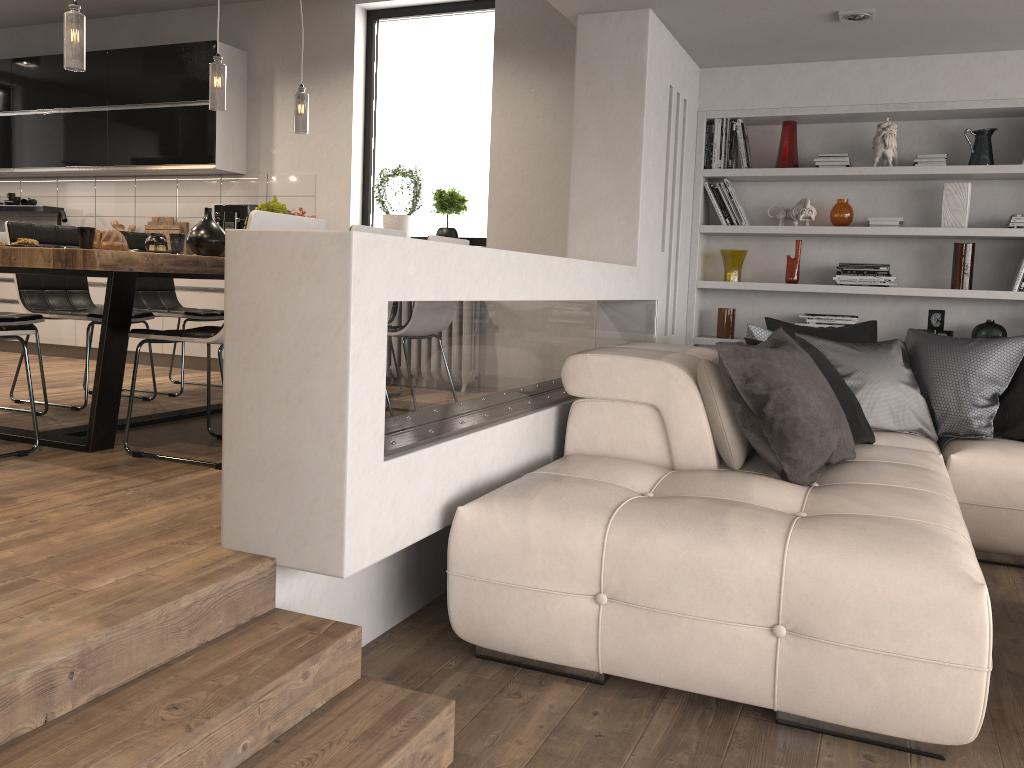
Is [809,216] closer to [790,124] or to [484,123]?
[790,124]

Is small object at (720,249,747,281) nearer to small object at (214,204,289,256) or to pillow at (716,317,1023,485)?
pillow at (716,317,1023,485)

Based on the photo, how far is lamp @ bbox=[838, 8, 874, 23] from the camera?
4.14m

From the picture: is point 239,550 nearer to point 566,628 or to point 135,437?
point 566,628

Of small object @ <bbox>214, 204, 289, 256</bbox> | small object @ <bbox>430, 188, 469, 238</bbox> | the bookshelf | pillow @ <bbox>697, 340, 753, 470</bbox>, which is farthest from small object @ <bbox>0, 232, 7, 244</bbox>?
pillow @ <bbox>697, 340, 753, 470</bbox>

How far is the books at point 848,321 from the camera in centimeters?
519cm

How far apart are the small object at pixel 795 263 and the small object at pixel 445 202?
2.2m

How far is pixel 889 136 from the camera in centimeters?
498cm

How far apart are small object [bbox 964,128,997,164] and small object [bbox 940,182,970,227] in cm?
13

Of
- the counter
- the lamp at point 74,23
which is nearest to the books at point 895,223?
the lamp at point 74,23
